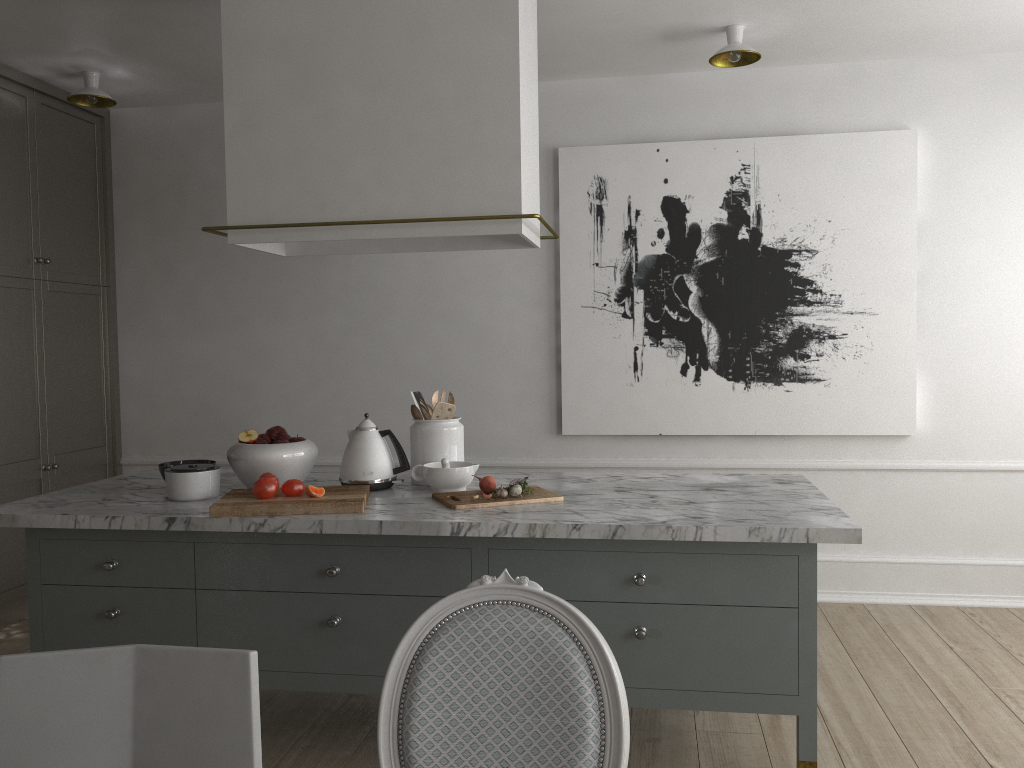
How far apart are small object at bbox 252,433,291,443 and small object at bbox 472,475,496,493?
0.7 meters

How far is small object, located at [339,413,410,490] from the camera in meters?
2.7

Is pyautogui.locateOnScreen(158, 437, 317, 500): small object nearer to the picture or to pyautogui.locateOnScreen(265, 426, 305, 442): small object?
pyautogui.locateOnScreen(265, 426, 305, 442): small object

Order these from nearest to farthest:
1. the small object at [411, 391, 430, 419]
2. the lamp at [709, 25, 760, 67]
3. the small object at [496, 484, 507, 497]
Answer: the small object at [496, 484, 507, 497], the small object at [411, 391, 430, 419], the lamp at [709, 25, 760, 67]

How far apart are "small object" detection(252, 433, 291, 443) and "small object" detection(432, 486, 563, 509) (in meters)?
0.54

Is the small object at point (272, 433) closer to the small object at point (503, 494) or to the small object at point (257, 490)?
the small object at point (257, 490)

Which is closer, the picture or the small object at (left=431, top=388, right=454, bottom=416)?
the small object at (left=431, top=388, right=454, bottom=416)

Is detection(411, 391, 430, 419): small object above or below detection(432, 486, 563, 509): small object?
above

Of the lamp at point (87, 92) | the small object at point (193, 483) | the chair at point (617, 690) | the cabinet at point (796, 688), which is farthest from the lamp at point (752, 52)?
the chair at point (617, 690)

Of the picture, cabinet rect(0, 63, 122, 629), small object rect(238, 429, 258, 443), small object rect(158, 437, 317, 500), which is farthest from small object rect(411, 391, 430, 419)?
cabinet rect(0, 63, 122, 629)
